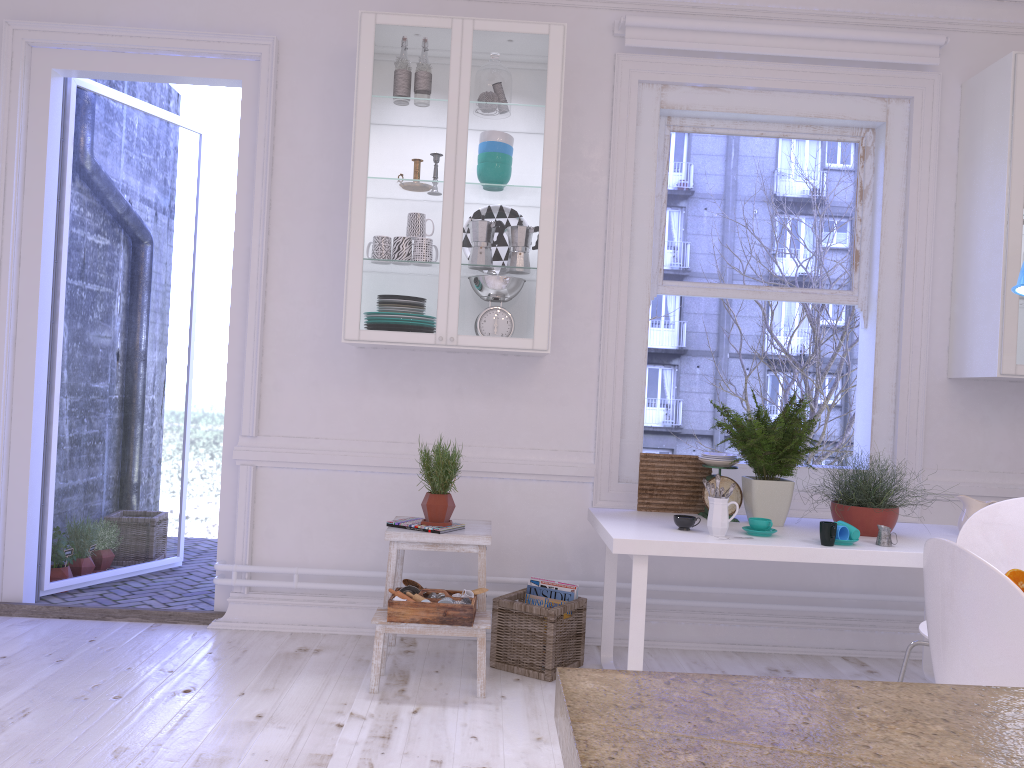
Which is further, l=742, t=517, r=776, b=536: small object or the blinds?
the blinds

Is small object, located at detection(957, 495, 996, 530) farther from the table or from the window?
the window

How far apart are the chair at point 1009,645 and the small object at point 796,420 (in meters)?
1.44

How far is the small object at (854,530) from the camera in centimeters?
299cm

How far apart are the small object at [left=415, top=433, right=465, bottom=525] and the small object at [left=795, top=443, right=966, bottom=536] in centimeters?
140cm

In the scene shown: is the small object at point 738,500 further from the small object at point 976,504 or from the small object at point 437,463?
the small object at point 437,463

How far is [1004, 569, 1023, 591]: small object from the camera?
2.1 meters

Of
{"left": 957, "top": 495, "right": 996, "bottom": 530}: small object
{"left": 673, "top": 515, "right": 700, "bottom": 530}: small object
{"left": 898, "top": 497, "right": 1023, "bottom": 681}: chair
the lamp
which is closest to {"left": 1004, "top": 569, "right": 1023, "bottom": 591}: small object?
{"left": 898, "top": 497, "right": 1023, "bottom": 681}: chair

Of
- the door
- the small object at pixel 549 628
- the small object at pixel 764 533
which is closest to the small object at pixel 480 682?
the small object at pixel 549 628

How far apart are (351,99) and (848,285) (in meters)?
2.40
